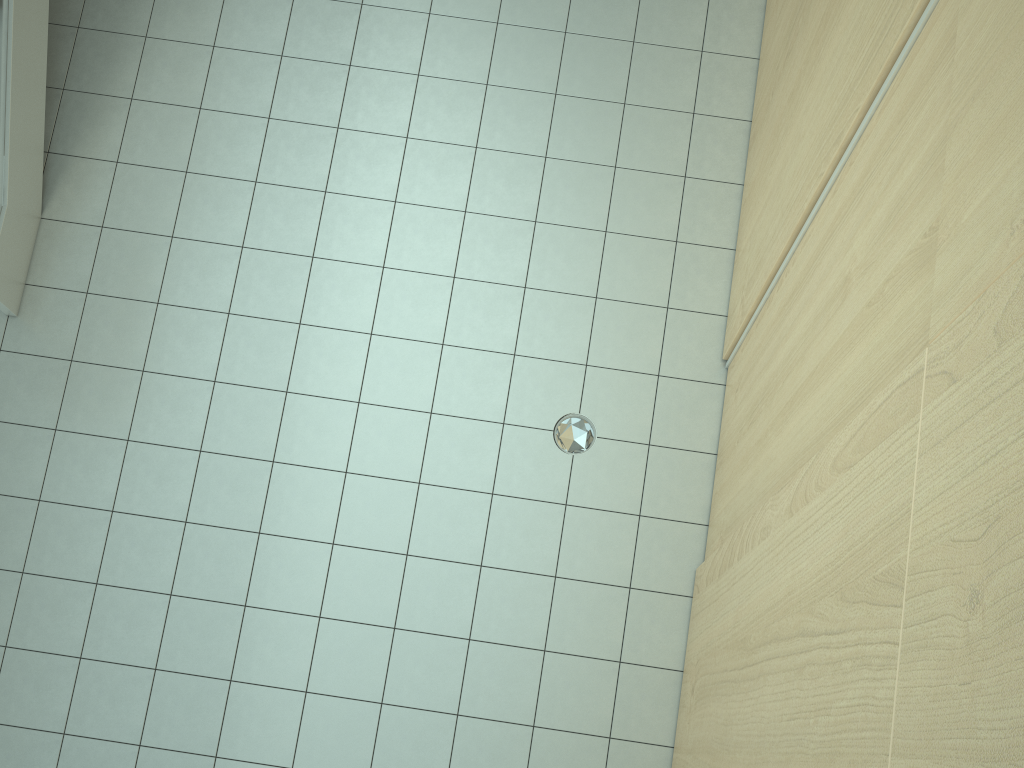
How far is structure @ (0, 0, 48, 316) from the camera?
3.89m

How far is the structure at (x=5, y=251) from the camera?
3.9 meters
